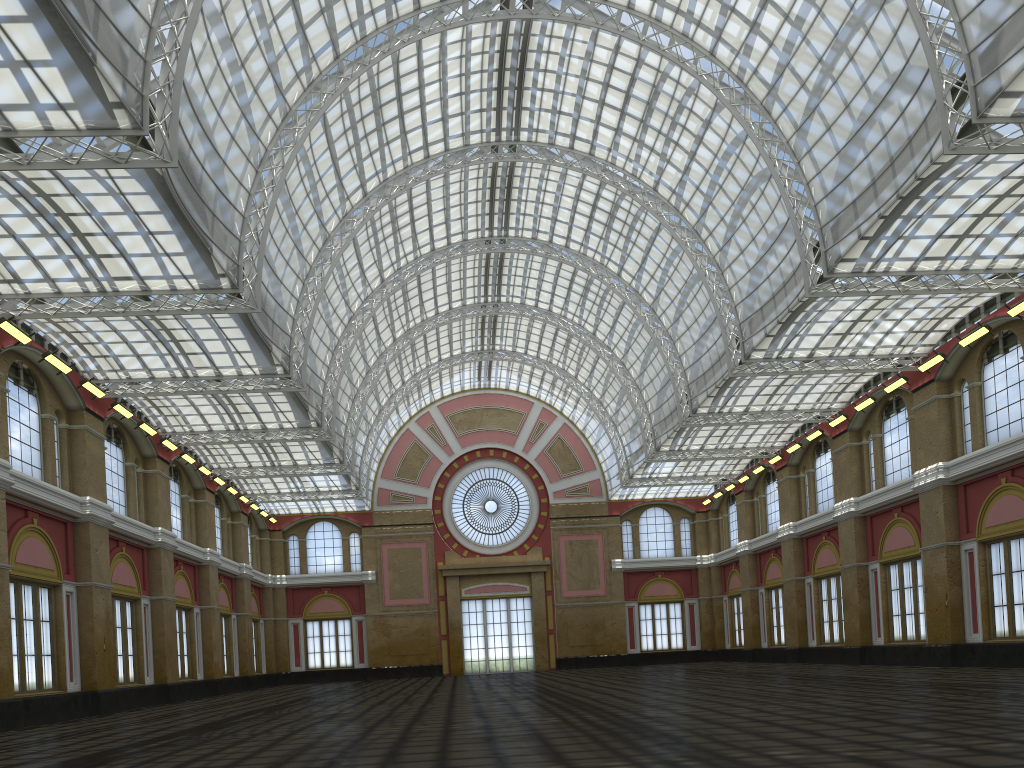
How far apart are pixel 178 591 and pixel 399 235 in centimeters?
2375cm
